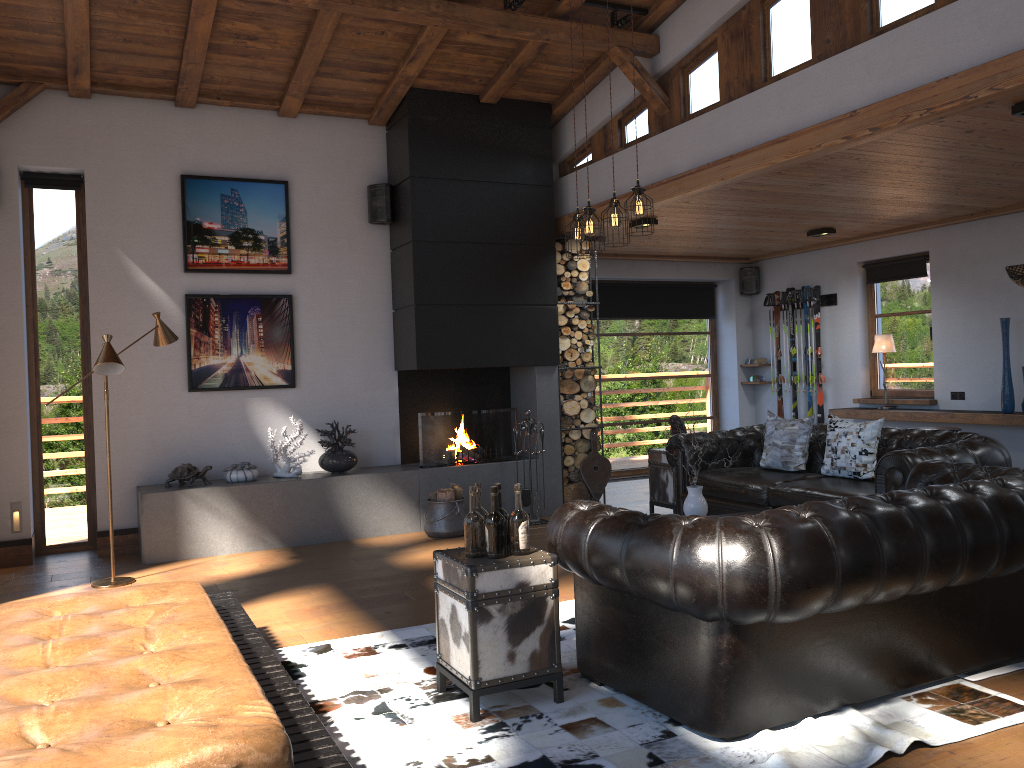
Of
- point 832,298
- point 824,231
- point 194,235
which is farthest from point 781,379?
point 194,235

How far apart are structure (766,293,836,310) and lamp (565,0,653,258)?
5.15m

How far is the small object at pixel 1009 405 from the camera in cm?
786

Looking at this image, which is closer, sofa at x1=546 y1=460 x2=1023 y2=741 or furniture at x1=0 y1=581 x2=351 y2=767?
furniture at x1=0 y1=581 x2=351 y2=767

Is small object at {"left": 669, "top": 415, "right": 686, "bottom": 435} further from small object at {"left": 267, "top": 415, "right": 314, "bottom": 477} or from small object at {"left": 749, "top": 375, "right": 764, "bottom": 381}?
small object at {"left": 749, "top": 375, "right": 764, "bottom": 381}

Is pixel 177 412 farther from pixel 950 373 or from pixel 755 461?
pixel 950 373

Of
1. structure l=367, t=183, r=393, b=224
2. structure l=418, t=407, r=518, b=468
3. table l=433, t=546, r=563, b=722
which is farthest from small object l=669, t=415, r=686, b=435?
table l=433, t=546, r=563, b=722

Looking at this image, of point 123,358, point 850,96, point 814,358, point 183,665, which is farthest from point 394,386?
point 183,665

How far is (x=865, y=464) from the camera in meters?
6.3

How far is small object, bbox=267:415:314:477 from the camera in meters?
7.4
